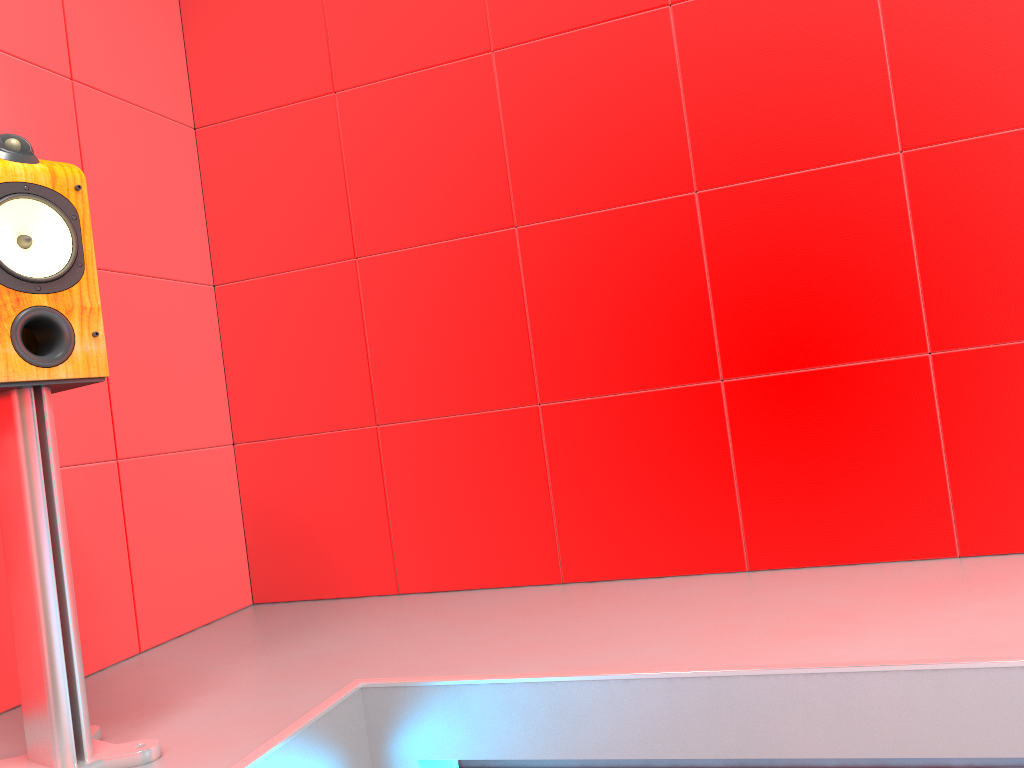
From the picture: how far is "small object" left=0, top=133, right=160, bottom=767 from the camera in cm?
142

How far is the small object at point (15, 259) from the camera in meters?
1.4 m

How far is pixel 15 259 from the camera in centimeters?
142cm
